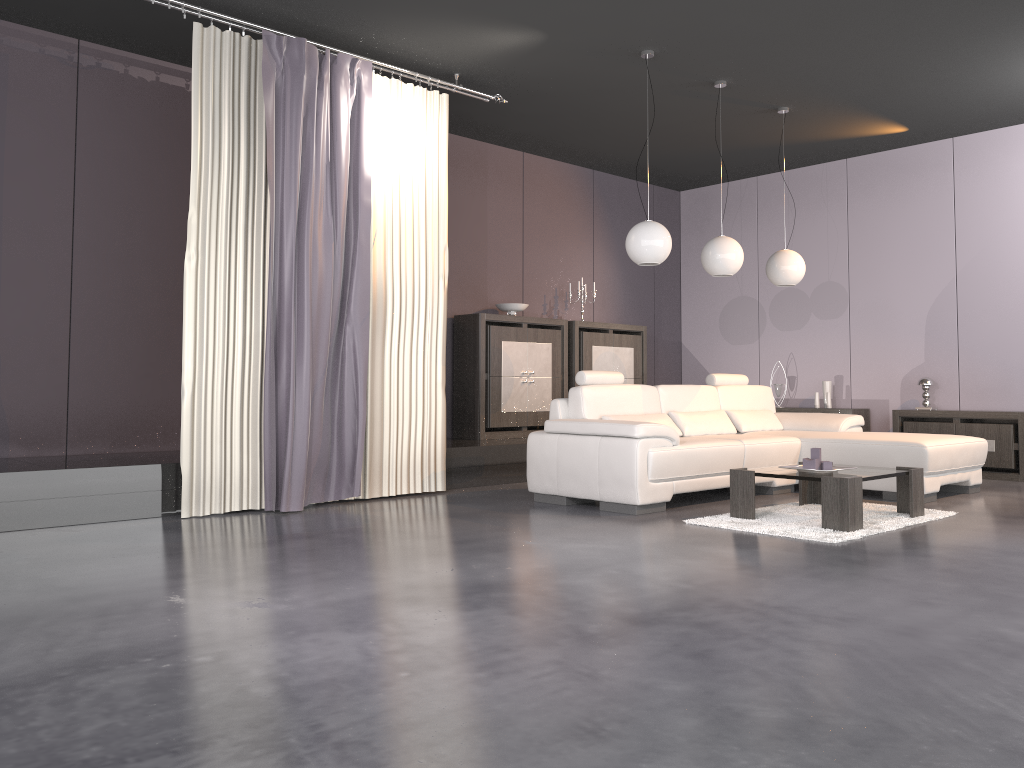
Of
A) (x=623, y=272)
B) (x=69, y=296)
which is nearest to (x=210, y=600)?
(x=69, y=296)

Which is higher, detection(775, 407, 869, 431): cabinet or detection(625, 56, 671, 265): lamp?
detection(625, 56, 671, 265): lamp

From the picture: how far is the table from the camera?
4.52m

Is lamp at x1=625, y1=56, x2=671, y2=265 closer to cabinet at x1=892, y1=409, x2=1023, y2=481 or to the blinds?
the blinds

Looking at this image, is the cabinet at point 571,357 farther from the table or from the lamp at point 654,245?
the table

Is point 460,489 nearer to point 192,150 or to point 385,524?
point 385,524

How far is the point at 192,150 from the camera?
5.02m

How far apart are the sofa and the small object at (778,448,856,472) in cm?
65

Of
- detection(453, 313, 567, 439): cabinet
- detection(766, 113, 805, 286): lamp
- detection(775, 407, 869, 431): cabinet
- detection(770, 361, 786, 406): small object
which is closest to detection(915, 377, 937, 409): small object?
detection(775, 407, 869, 431): cabinet

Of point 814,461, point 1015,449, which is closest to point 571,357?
point 814,461
